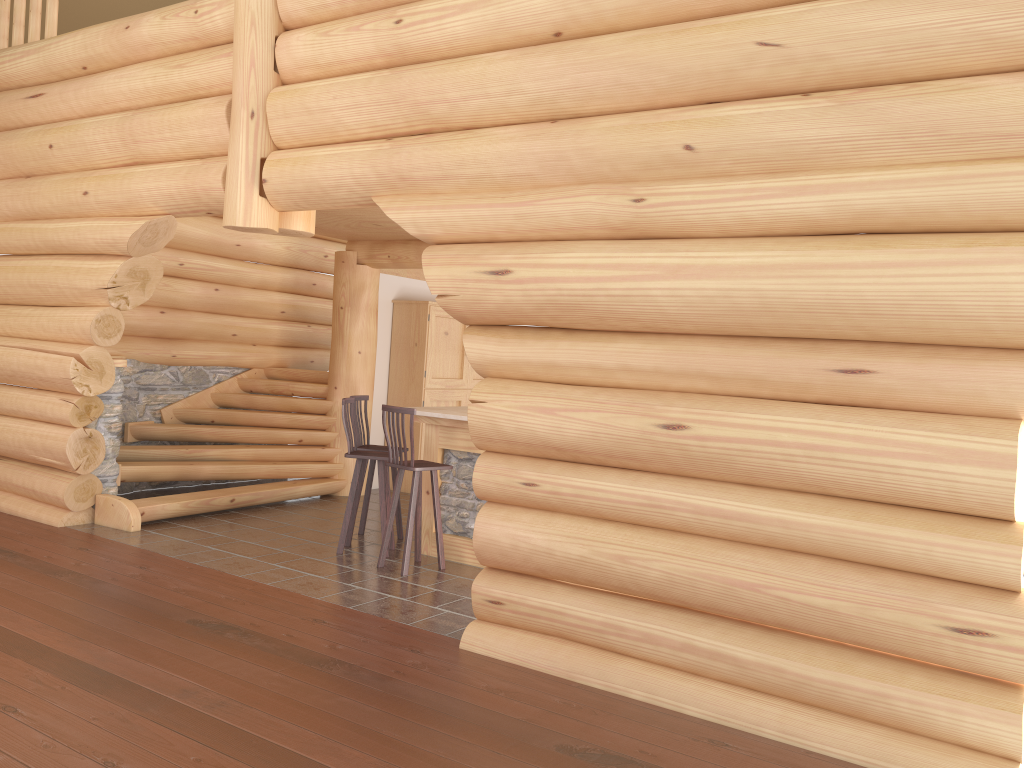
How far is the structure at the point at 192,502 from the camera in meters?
8.5 m

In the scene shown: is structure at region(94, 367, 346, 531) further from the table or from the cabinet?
the table

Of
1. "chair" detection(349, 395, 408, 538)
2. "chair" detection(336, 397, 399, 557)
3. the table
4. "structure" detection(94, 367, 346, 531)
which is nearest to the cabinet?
"structure" detection(94, 367, 346, 531)

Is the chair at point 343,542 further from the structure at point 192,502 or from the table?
the structure at point 192,502

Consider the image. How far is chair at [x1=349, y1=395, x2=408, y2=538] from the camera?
8.16m

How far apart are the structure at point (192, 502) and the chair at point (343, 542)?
1.7m

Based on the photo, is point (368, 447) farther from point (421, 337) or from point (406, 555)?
point (421, 337)

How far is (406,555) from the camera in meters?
7.0 m

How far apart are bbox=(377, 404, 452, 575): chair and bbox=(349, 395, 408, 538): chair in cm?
91

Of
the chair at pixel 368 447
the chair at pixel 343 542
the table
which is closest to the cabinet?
the chair at pixel 368 447
